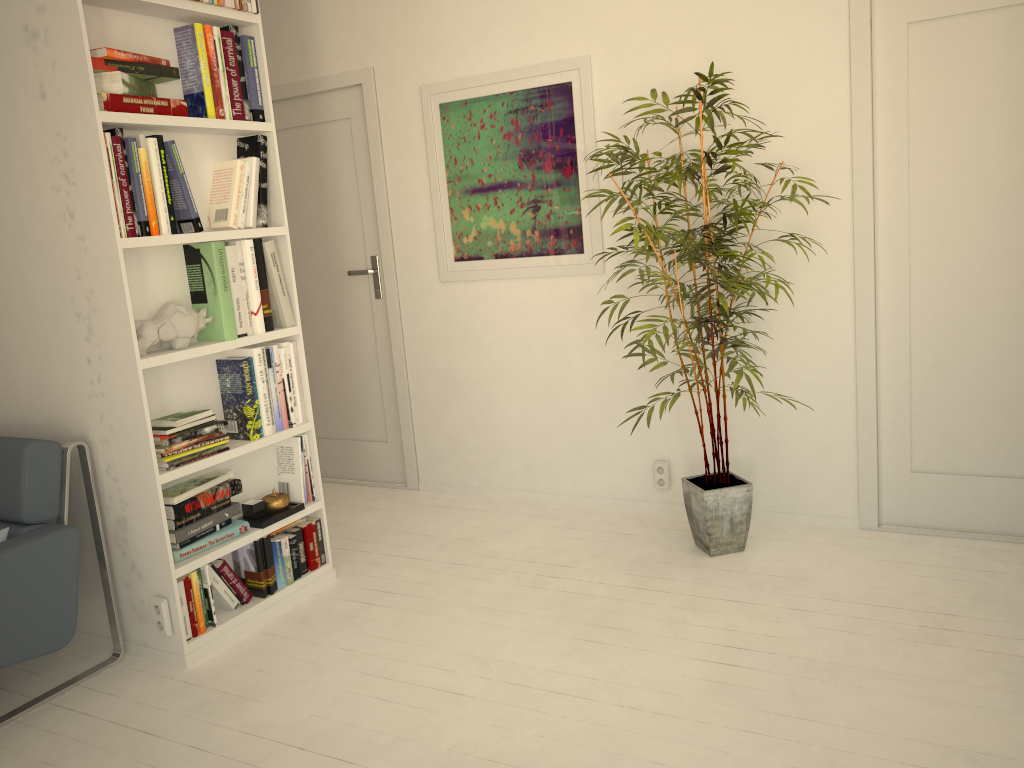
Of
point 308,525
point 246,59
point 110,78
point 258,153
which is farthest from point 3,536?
point 246,59

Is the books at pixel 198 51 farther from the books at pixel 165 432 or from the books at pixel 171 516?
the books at pixel 171 516

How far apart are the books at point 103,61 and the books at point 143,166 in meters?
0.2

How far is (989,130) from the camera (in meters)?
2.99

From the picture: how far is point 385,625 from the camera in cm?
296

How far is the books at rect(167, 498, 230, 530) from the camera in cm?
279

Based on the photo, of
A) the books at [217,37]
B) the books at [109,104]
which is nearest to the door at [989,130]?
the books at [217,37]

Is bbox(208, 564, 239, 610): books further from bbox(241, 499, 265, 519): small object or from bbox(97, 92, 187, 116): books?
bbox(97, 92, 187, 116): books

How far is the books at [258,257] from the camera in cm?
305

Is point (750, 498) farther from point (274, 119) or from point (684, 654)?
point (274, 119)
